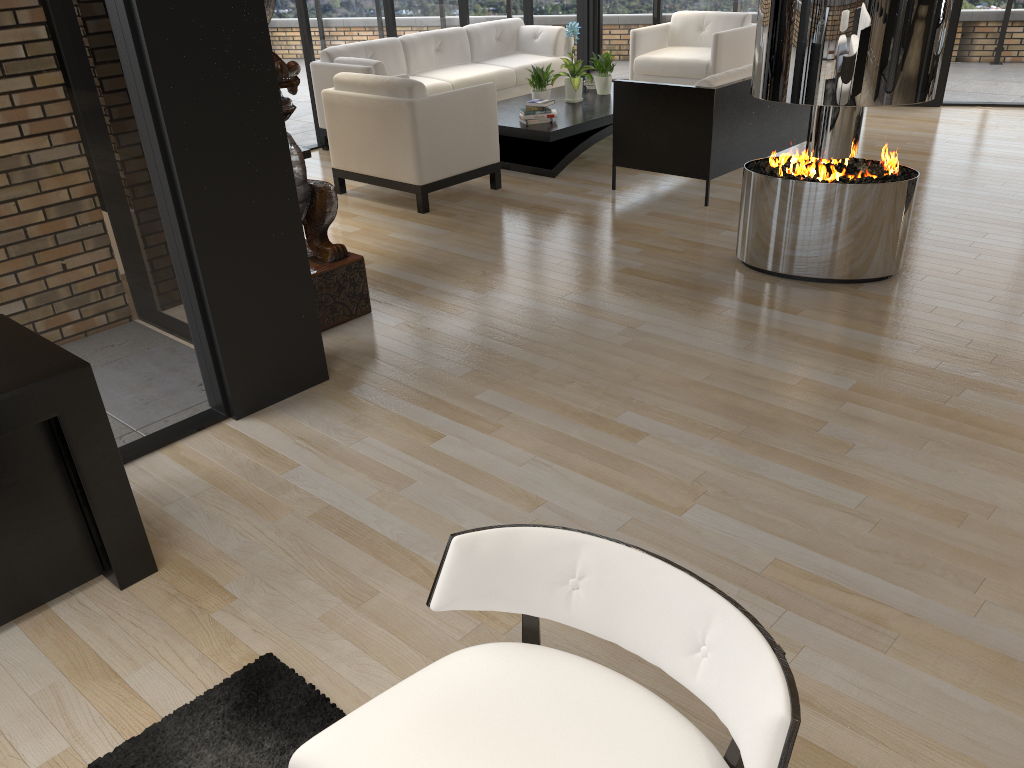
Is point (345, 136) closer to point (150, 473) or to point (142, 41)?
point (142, 41)

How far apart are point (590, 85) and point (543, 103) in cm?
157

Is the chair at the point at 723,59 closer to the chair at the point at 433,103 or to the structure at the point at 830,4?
the chair at the point at 433,103

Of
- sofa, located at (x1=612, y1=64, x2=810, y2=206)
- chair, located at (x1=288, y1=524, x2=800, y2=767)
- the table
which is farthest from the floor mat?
the table

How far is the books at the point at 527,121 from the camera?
7.1 meters

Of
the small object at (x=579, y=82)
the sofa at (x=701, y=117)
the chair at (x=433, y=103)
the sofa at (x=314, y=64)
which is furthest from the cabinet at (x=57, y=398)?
the small object at (x=579, y=82)

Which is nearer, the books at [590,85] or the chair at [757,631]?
the chair at [757,631]

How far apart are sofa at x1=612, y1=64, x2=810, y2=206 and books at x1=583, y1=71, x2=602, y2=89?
2.2 meters

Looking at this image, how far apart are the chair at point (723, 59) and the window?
1.22m

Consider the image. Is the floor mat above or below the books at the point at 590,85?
below
